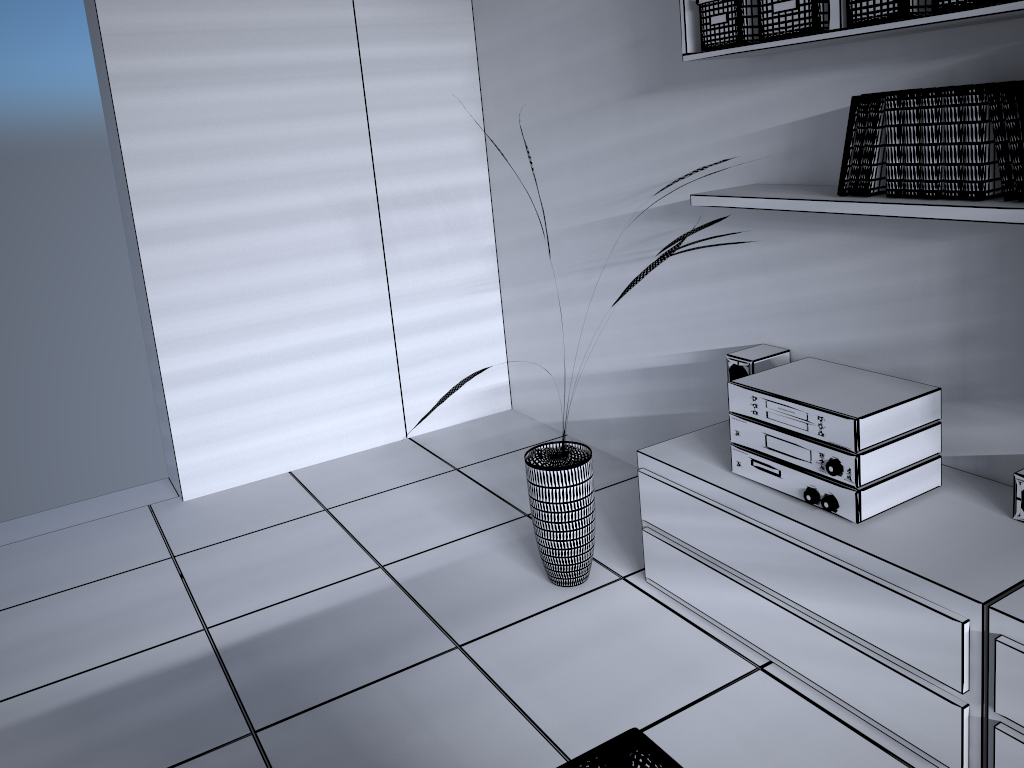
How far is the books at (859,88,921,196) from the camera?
2.1m

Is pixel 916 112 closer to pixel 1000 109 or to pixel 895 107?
pixel 895 107

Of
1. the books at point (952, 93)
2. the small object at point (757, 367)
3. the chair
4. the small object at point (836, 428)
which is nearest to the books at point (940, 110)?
the books at point (952, 93)

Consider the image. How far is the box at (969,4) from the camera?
1.8m

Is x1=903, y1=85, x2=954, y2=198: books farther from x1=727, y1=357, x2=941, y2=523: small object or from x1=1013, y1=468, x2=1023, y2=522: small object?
x1=1013, y1=468, x2=1023, y2=522: small object

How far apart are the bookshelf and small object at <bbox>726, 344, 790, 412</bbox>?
0.5 meters

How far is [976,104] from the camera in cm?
192

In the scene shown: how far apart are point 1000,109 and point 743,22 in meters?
0.7

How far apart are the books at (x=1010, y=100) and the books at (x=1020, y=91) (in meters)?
0.02

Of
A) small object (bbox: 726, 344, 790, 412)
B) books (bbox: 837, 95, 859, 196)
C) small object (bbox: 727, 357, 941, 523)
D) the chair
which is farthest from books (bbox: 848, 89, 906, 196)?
the chair
